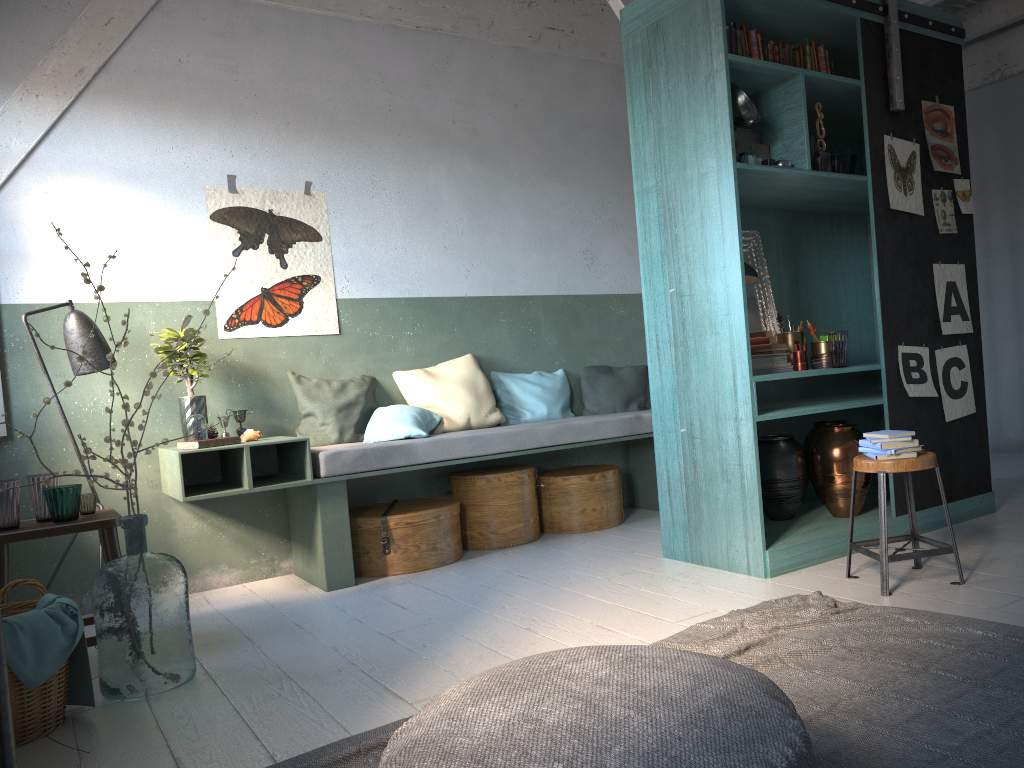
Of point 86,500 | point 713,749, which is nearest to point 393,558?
point 86,500

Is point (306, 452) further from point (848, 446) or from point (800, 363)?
point (848, 446)

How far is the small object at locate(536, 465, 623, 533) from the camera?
6.5 meters

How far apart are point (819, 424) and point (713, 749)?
4.1 meters

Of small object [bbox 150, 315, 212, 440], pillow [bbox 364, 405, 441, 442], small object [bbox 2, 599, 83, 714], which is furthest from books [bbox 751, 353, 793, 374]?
small object [bbox 2, 599, 83, 714]

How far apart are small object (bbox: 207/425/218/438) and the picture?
0.8 meters

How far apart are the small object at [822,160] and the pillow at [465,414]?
2.8m

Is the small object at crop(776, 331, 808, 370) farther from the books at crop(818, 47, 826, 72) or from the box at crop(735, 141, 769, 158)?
the books at crop(818, 47, 826, 72)

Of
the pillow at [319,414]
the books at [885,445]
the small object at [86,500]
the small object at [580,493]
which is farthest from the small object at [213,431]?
the books at [885,445]

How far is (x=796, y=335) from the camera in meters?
5.2 m
